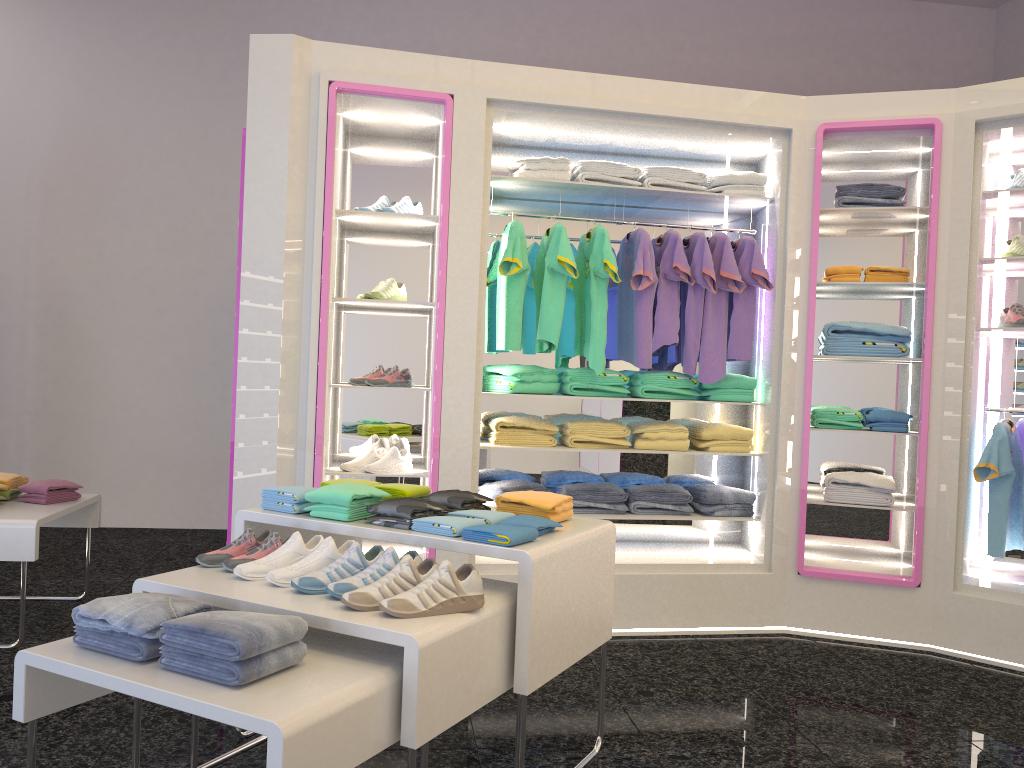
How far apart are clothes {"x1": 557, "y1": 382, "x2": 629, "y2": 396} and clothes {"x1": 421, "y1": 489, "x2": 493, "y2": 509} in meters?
1.6 m

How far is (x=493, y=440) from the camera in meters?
4.5 m

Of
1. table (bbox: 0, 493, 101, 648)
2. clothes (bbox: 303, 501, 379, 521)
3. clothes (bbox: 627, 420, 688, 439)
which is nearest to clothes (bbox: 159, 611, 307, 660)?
clothes (bbox: 303, 501, 379, 521)

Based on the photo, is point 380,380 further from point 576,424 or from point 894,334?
point 894,334

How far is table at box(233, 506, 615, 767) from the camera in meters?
2.4

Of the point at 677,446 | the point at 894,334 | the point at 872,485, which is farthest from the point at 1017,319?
the point at 677,446

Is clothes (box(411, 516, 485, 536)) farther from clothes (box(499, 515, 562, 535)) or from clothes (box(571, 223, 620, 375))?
clothes (box(571, 223, 620, 375))

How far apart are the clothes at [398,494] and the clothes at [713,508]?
2.0 meters

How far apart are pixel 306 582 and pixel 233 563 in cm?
33

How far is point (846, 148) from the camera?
4.6 meters
